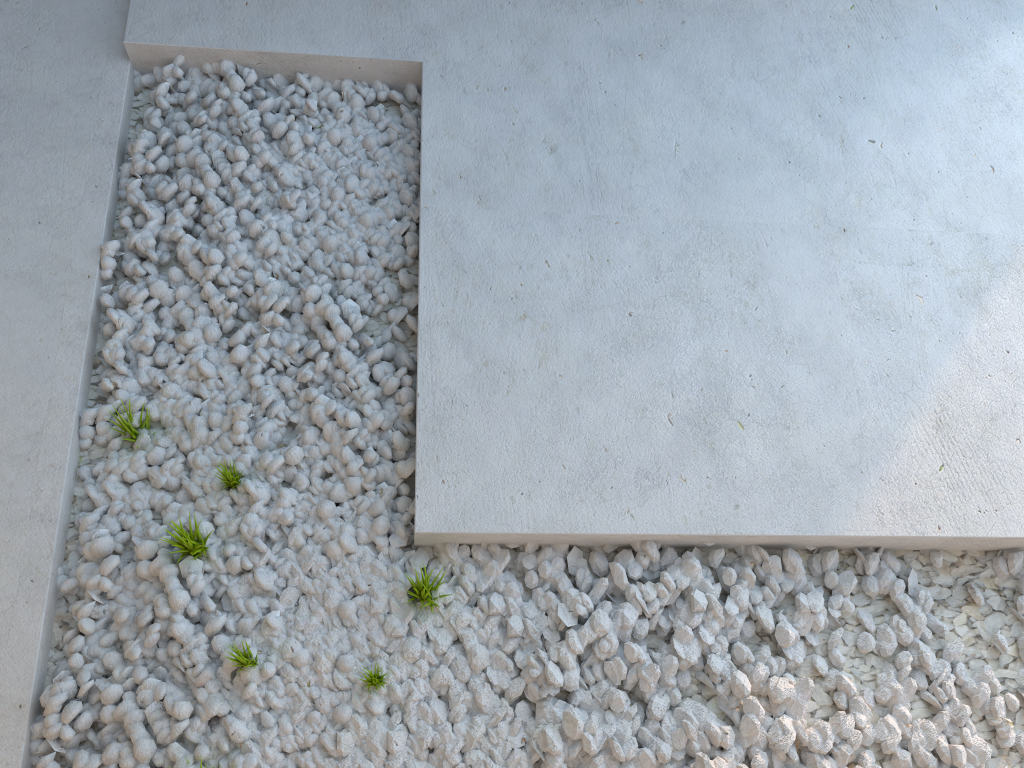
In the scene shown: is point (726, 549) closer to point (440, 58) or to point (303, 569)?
point (303, 569)
